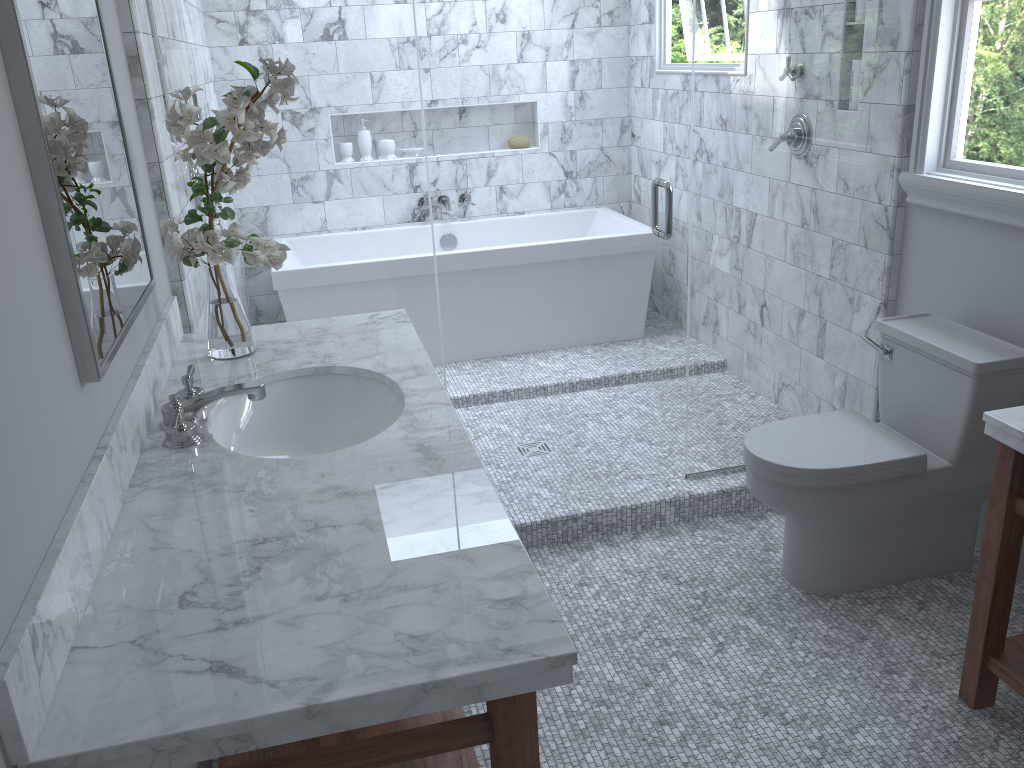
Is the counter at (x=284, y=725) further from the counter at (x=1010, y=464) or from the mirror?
the counter at (x=1010, y=464)

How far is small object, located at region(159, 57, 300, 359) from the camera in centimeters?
197cm

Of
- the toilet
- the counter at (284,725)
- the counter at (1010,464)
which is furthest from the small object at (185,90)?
the counter at (1010,464)

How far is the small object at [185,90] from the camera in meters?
2.0 m

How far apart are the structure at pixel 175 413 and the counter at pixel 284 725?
0.01m

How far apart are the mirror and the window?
2.3 meters

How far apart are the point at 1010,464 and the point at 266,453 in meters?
1.6

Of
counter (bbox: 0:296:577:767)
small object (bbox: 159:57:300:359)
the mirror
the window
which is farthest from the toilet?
the mirror

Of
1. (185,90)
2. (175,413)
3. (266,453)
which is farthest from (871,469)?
(185,90)

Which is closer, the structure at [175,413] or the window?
the structure at [175,413]
